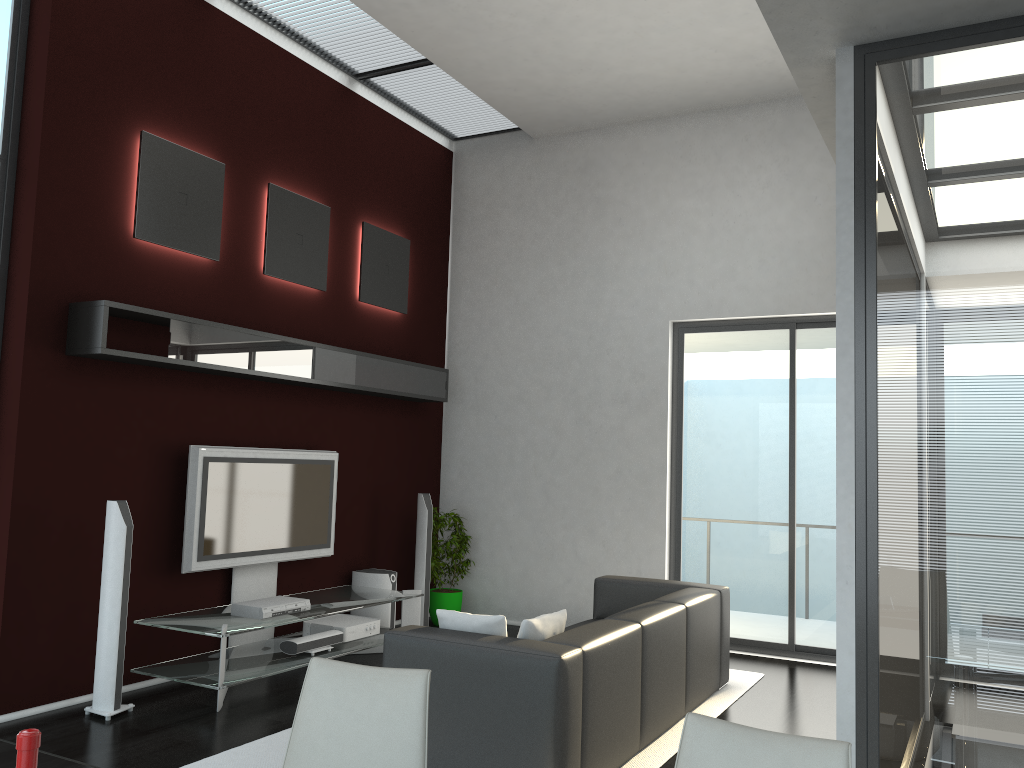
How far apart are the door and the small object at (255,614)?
3.16m

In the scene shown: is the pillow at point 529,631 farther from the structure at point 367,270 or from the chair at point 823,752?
the structure at point 367,270

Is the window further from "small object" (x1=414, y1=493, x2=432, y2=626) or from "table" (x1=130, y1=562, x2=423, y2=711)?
"small object" (x1=414, y1=493, x2=432, y2=626)

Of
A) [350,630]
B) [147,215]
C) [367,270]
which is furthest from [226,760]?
[367,270]

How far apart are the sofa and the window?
3.42m

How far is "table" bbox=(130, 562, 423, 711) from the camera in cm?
520

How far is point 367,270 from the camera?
7.45m

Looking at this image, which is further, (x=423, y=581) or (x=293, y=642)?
(x=423, y=581)

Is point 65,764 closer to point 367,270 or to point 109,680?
point 109,680

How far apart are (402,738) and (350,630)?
4.5m
